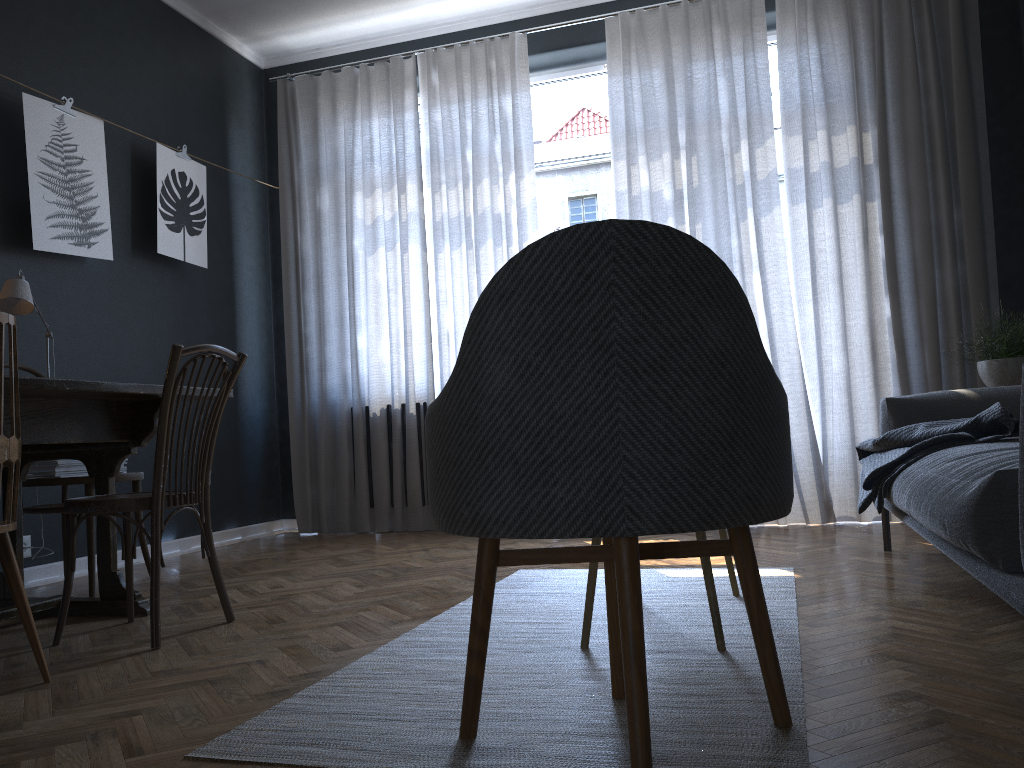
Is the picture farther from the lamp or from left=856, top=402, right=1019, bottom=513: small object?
left=856, top=402, right=1019, bottom=513: small object

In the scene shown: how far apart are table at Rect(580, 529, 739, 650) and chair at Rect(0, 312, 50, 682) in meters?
1.2 m

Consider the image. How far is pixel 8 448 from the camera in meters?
2.0

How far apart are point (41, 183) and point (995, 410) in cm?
374

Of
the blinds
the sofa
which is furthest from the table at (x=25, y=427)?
the blinds

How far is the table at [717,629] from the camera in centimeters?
201cm

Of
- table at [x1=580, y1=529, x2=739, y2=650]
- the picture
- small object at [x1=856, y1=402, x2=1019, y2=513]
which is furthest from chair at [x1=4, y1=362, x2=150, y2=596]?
small object at [x1=856, y1=402, x2=1019, y2=513]

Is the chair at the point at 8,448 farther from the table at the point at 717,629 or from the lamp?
the table at the point at 717,629

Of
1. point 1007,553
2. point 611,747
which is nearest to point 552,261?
point 611,747

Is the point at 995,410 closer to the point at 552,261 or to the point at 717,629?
the point at 717,629
